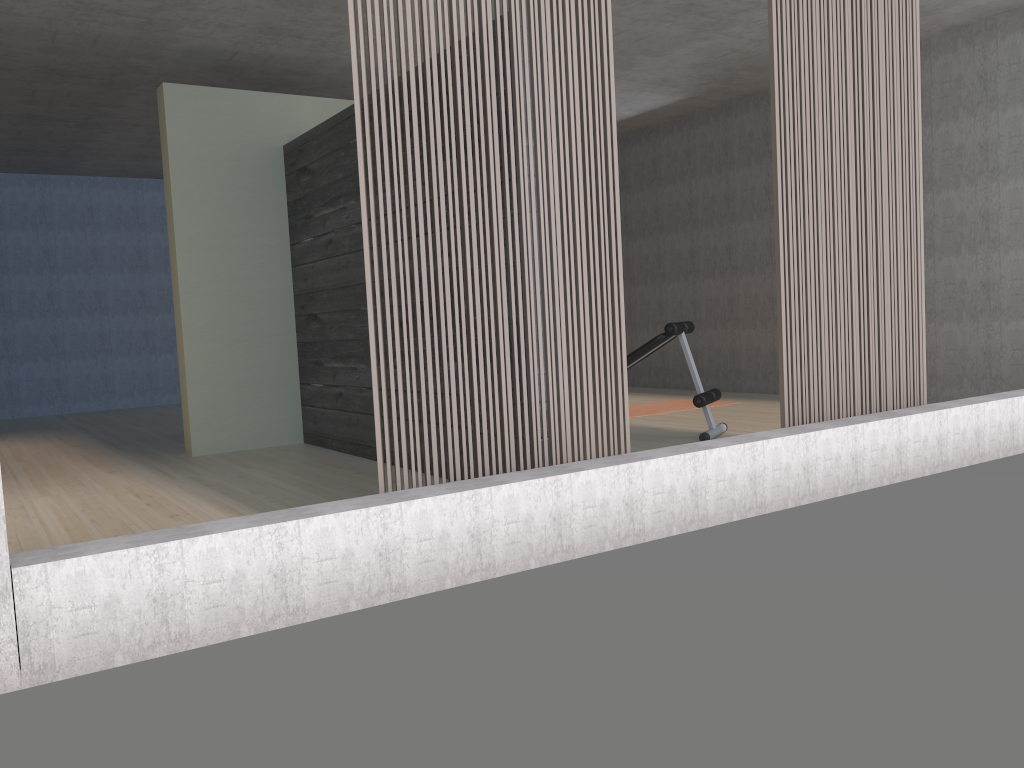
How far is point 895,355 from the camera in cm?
452

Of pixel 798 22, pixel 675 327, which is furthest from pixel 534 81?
pixel 675 327

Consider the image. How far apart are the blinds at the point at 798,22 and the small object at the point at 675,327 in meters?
1.2 m

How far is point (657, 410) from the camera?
7.4 meters

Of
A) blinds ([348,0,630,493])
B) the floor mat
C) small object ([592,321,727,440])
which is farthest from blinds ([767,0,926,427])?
the floor mat

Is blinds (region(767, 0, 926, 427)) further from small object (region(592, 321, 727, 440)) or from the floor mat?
the floor mat

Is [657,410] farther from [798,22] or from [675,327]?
[798,22]

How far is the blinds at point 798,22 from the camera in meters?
4.1 m

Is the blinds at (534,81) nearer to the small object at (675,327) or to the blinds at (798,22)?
the blinds at (798,22)

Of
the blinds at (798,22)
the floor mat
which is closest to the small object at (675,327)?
the blinds at (798,22)
